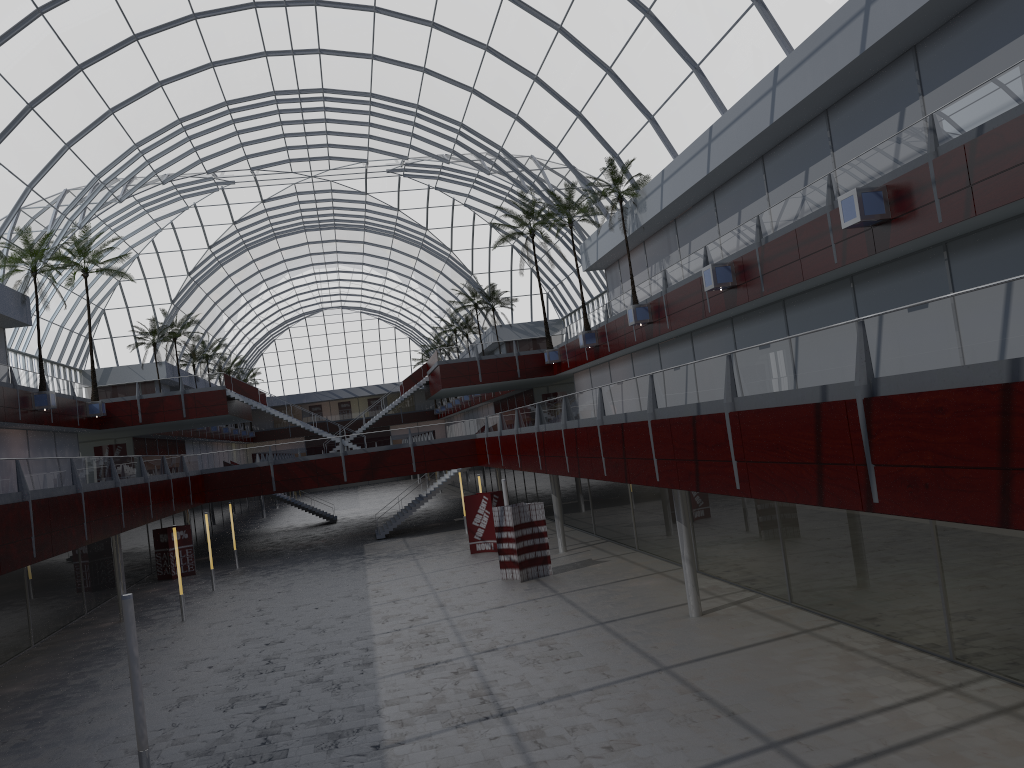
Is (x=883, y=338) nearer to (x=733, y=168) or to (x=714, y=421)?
(x=714, y=421)

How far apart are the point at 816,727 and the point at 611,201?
35.9 meters

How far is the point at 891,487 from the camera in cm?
1398
